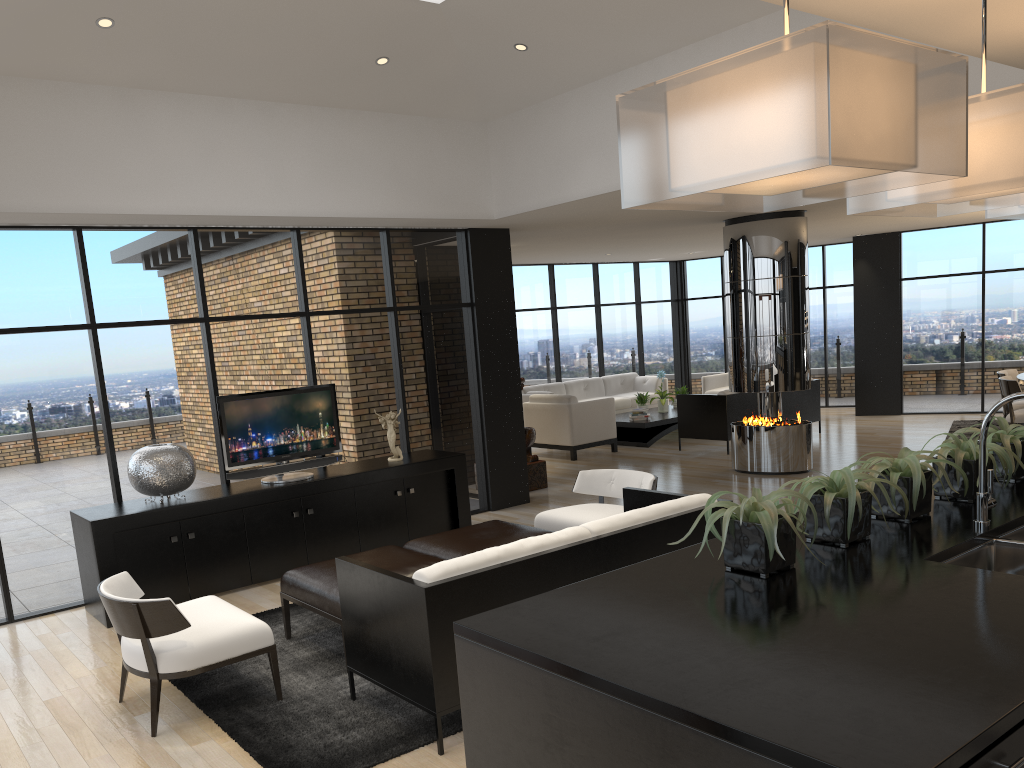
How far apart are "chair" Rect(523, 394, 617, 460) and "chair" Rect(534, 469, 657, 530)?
4.8m

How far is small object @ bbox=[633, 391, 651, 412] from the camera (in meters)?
12.92

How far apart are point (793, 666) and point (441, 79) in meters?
6.1 m

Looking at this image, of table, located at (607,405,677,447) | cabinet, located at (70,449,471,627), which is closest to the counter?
cabinet, located at (70,449,471,627)

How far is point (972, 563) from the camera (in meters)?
2.60

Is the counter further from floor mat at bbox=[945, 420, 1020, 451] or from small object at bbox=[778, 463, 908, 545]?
Result: floor mat at bbox=[945, 420, 1020, 451]

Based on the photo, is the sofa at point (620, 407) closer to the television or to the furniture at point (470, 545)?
the television

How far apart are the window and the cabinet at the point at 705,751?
5.2 meters

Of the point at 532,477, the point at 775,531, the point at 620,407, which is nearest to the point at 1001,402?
the point at 775,531

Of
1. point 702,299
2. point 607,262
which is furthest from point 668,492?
point 702,299
